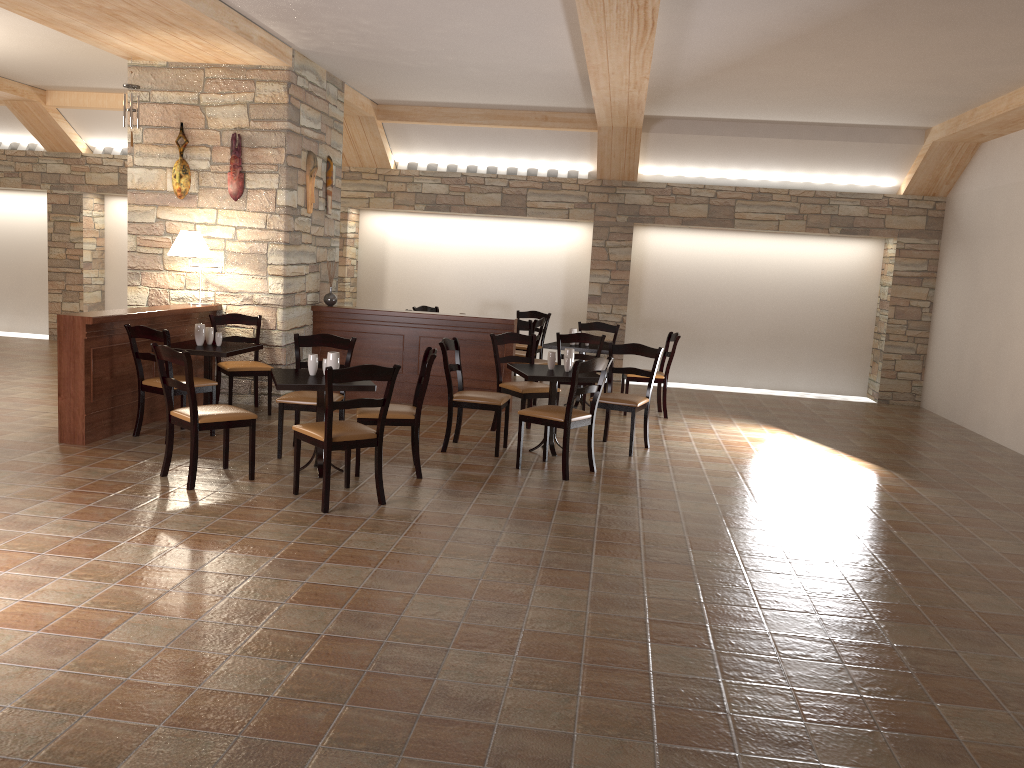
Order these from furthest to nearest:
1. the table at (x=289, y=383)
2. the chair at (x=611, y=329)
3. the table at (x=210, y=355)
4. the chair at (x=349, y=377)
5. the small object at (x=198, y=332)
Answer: the chair at (x=611, y=329) → the small object at (x=198, y=332) → the table at (x=210, y=355) → the table at (x=289, y=383) → the chair at (x=349, y=377)

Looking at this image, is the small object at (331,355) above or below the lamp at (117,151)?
below

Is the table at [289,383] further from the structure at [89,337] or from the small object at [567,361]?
the small object at [567,361]

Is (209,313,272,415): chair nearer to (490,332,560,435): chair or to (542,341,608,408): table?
(490,332,560,435): chair

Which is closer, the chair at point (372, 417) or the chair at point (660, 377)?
the chair at point (372, 417)

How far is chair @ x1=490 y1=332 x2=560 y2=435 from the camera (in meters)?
7.33

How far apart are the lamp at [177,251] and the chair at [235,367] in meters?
0.6 m

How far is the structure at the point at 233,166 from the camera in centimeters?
787cm

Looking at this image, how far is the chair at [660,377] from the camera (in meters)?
8.84

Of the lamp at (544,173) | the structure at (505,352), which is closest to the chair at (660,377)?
the structure at (505,352)
